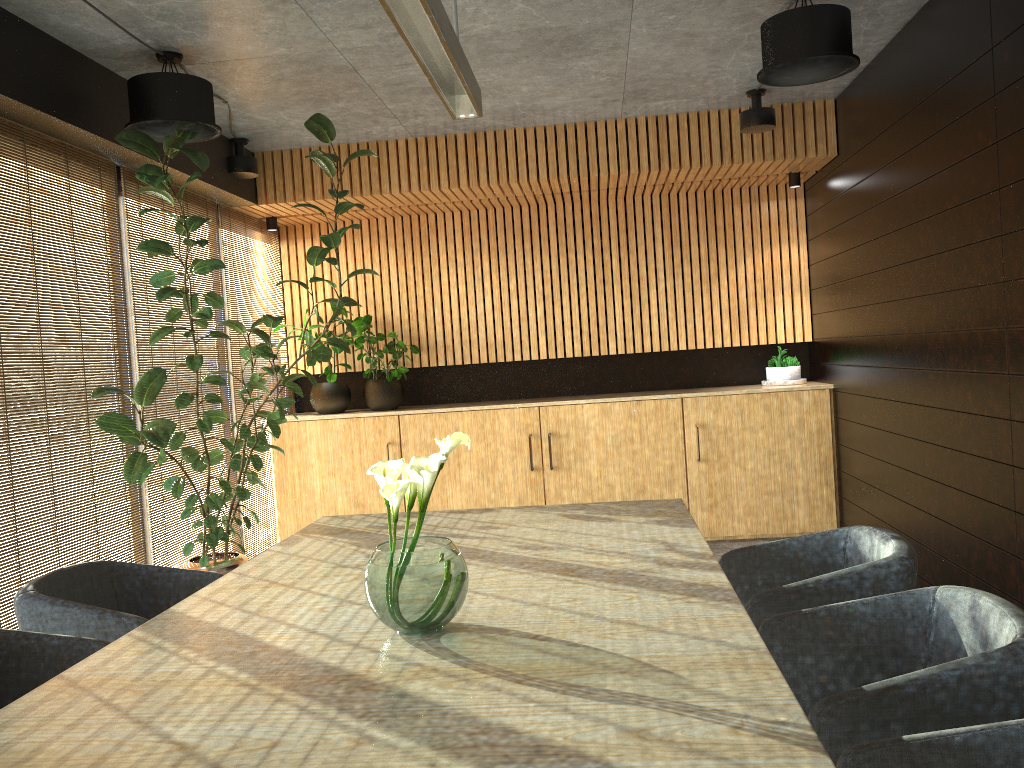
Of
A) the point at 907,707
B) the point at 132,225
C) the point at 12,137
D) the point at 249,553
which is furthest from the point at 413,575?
the point at 249,553

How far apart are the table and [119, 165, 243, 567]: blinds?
2.0m

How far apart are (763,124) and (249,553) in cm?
522

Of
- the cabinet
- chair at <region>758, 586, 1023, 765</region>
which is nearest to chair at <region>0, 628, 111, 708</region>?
chair at <region>758, 586, 1023, 765</region>

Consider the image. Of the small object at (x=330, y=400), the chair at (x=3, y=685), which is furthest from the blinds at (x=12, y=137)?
the small object at (x=330, y=400)

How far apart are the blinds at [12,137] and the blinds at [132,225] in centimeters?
10cm

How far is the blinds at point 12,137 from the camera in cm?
460

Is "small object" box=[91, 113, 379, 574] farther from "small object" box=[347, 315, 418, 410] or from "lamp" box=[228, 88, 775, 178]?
"small object" box=[347, 315, 418, 410]

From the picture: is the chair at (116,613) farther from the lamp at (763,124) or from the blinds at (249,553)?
the lamp at (763,124)

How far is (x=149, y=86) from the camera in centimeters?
476cm
